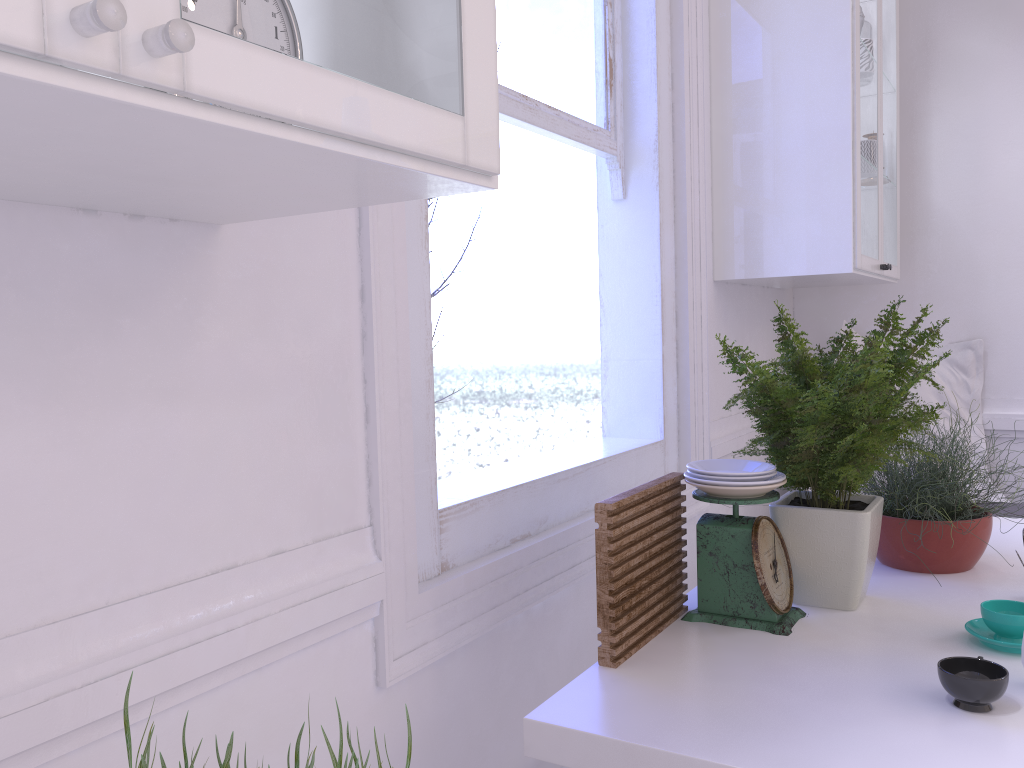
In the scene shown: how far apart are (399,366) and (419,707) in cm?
53

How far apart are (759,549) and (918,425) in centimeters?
31cm

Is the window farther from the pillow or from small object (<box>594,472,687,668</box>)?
the pillow

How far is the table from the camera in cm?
101

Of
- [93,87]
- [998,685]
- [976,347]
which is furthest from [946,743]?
[976,347]

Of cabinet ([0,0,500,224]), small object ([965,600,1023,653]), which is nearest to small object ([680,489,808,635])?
small object ([965,600,1023,653])

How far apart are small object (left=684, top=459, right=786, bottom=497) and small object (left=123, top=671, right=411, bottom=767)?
1.0m

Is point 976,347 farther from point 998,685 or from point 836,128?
point 998,685

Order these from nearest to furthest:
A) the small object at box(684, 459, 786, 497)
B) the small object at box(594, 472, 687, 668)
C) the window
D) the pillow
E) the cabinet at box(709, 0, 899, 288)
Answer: the small object at box(594, 472, 687, 668) < the small object at box(684, 459, 786, 497) < the window < the cabinet at box(709, 0, 899, 288) < the pillow

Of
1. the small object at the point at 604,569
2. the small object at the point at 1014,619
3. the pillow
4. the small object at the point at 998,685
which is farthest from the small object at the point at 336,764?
the pillow
